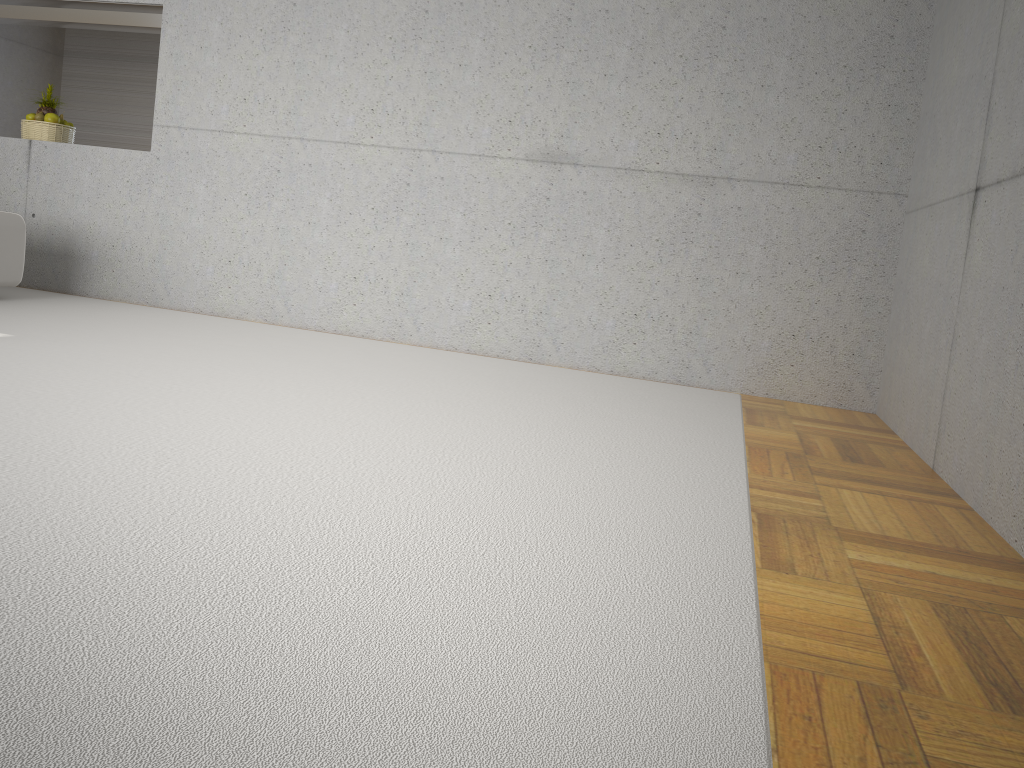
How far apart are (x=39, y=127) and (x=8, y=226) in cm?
145

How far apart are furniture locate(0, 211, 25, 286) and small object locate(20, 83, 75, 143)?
1.29m

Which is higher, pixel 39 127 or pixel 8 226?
pixel 39 127

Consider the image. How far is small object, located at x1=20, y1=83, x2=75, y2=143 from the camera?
6.2 meters

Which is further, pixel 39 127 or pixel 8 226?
pixel 39 127

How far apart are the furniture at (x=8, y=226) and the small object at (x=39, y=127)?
1.3 meters

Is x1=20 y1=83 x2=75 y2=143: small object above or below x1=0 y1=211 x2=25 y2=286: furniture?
above

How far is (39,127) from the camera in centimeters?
622cm

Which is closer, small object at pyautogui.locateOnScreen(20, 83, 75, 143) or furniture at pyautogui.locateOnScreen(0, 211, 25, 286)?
furniture at pyautogui.locateOnScreen(0, 211, 25, 286)
